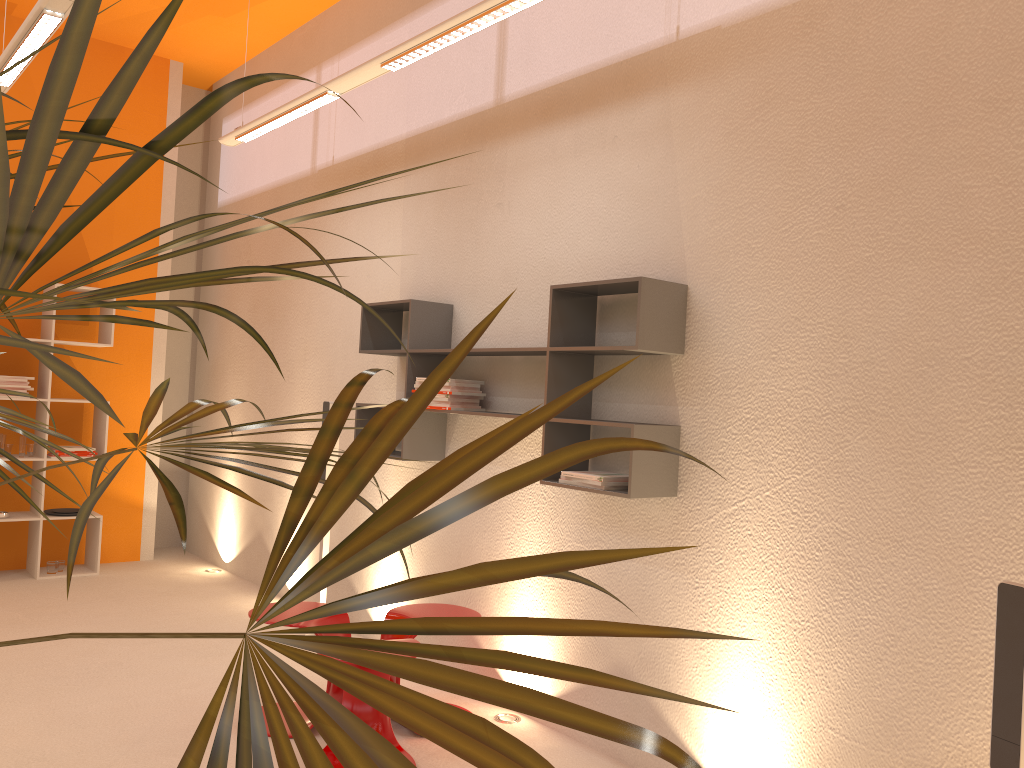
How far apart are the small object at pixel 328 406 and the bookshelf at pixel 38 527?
2.2m

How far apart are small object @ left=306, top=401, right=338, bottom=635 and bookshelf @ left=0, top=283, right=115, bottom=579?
2.2m

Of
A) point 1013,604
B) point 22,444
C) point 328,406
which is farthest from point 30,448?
point 1013,604

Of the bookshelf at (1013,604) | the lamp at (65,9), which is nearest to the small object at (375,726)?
the bookshelf at (1013,604)

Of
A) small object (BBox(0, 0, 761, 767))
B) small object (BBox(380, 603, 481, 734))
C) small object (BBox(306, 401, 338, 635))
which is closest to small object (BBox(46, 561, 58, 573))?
small object (BBox(306, 401, 338, 635))

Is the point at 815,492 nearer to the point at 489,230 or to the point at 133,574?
the point at 489,230

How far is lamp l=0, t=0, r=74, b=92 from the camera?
3.5 meters

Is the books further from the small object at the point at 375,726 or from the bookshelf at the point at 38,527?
the bookshelf at the point at 38,527

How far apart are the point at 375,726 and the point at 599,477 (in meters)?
1.31

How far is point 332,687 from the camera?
3.6m
